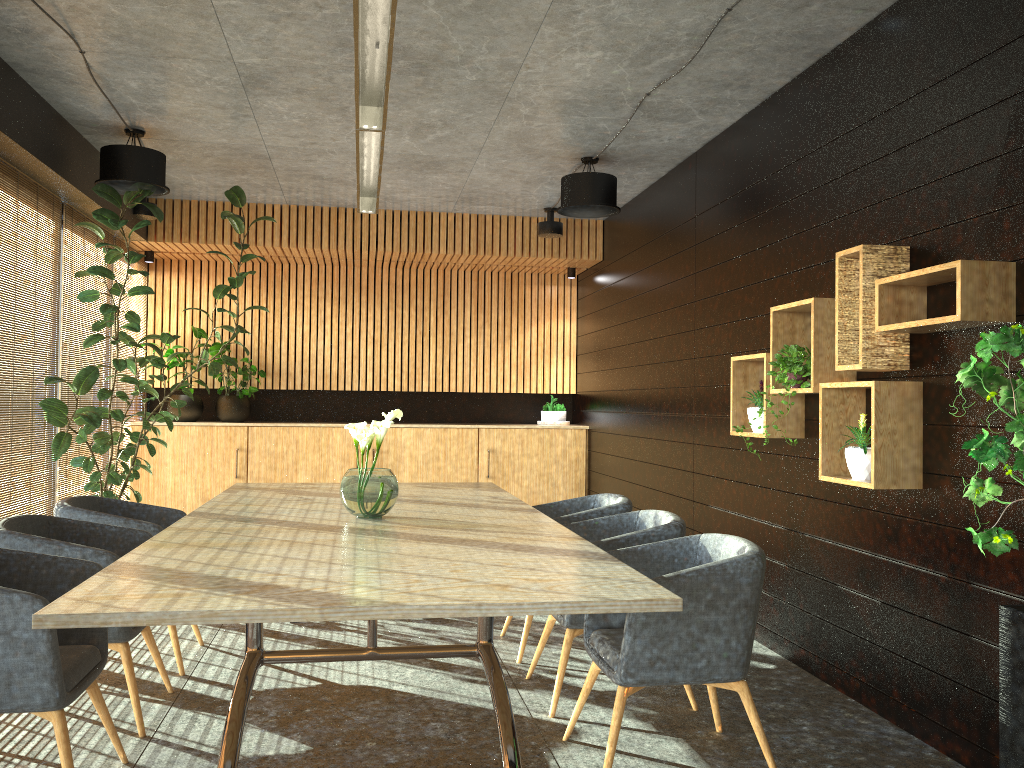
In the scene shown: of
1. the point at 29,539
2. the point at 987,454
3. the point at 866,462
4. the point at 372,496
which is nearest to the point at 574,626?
the point at 372,496

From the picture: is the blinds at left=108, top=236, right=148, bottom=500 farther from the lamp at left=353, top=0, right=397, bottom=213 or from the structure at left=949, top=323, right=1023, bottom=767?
the structure at left=949, top=323, right=1023, bottom=767

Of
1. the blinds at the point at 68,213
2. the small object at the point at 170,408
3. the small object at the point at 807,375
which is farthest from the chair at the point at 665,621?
the small object at the point at 170,408

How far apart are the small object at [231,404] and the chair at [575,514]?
4.8m

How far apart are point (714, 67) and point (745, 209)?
1.1m

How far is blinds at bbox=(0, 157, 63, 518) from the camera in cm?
595

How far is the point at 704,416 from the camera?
6.6m

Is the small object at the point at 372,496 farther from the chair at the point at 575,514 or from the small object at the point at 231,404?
the small object at the point at 231,404

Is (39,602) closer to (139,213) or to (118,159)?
(118,159)

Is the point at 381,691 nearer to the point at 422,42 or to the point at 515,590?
the point at 515,590
